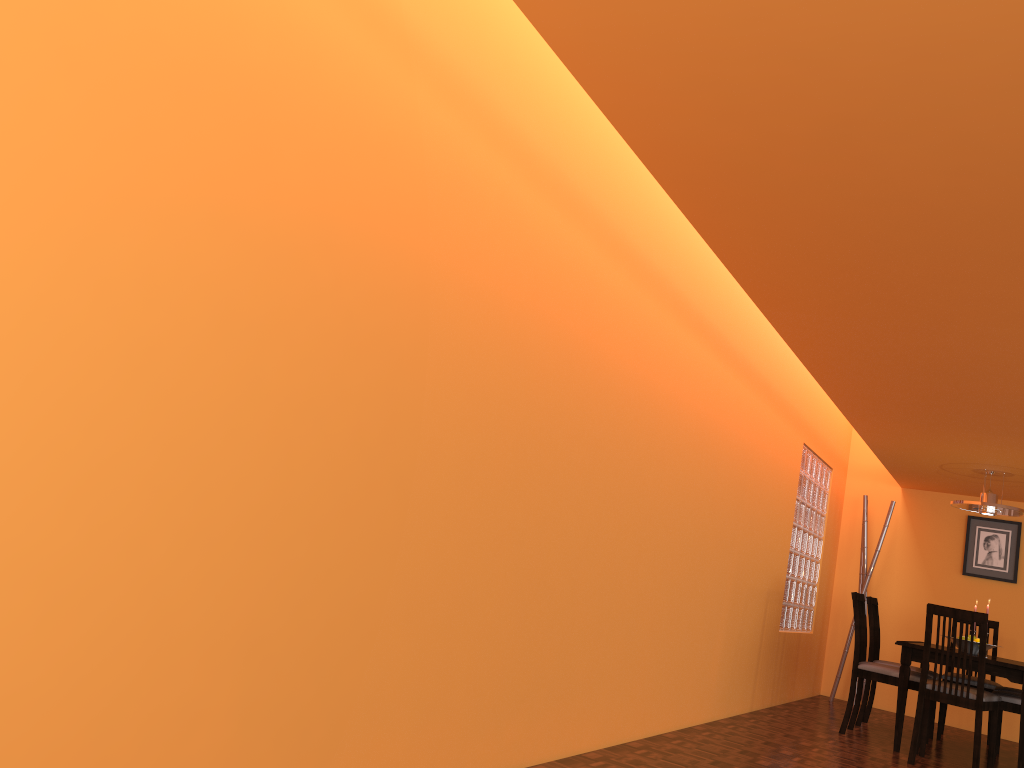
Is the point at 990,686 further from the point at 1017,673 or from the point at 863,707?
the point at 1017,673

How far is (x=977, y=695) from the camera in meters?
4.4 m

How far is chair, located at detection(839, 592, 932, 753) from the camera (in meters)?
4.99

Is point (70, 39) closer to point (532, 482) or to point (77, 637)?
point (77, 637)

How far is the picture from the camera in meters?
6.6 m

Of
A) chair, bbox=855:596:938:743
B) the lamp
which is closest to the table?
chair, bbox=855:596:938:743

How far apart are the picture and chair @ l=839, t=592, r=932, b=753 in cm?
184

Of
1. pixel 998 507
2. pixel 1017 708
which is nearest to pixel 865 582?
pixel 998 507

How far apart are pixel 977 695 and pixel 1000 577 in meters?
2.6 m

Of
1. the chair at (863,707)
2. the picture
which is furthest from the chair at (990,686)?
the picture
